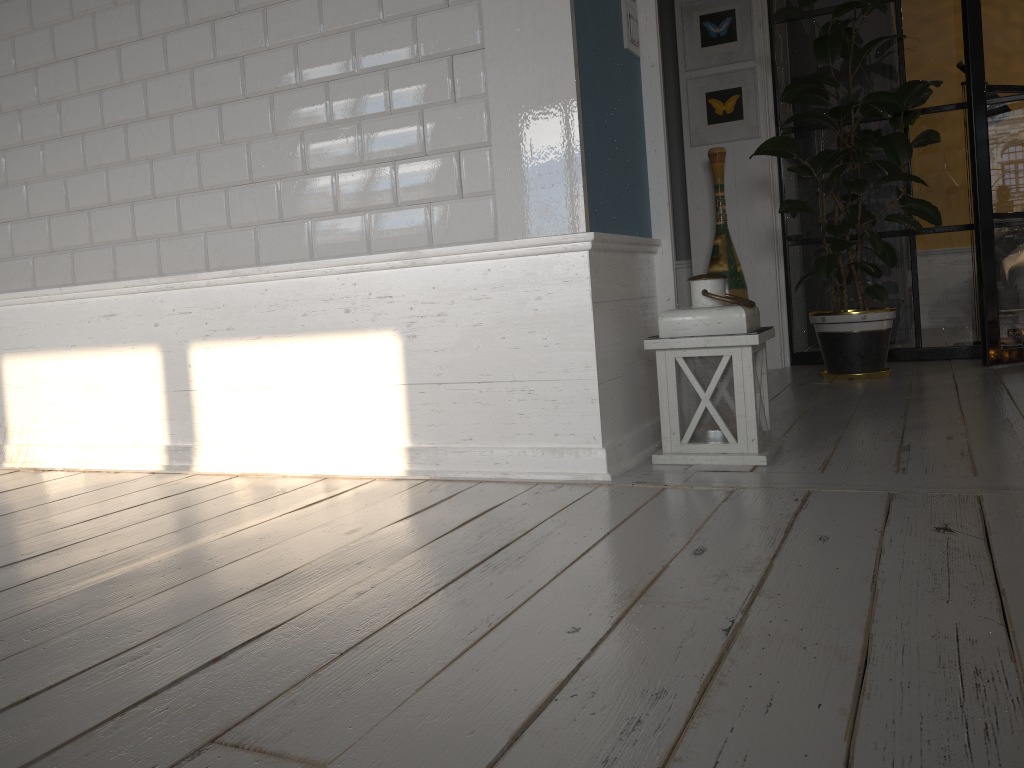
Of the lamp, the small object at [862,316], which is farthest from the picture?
the lamp

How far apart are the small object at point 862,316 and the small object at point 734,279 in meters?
0.3 m

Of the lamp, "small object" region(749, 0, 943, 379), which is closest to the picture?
"small object" region(749, 0, 943, 379)

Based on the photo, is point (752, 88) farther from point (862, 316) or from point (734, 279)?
point (862, 316)

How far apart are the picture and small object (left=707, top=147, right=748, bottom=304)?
0.2m

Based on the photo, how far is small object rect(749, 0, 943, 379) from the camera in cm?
371

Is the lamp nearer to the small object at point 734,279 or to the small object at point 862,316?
the small object at point 862,316

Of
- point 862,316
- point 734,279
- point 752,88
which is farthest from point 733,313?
point 752,88

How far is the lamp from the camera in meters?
2.2

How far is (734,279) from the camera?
4.3 meters
